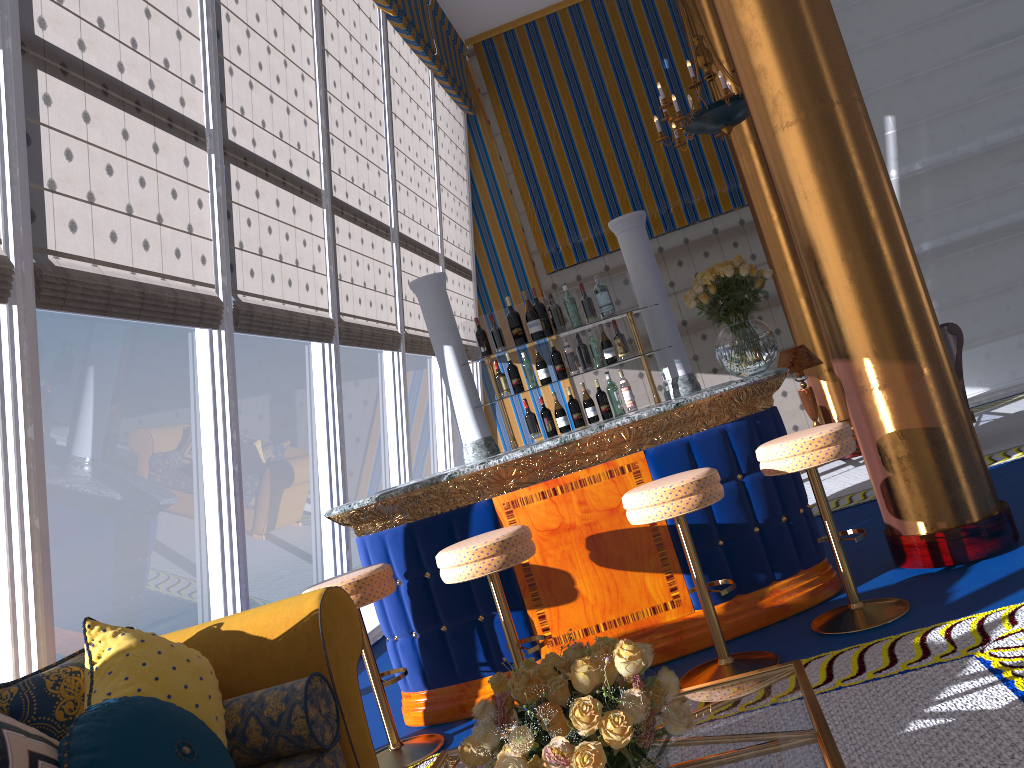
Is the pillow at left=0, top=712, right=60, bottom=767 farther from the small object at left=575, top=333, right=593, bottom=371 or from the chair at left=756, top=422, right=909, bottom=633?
the small object at left=575, top=333, right=593, bottom=371

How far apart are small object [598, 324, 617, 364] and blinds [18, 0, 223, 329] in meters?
2.1

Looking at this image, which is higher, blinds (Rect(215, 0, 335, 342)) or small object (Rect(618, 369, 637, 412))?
blinds (Rect(215, 0, 335, 342))

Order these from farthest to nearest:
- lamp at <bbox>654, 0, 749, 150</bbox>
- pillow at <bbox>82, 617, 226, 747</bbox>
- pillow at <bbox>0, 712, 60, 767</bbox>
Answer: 1. lamp at <bbox>654, 0, 749, 150</bbox>
2. pillow at <bbox>82, 617, 226, 747</bbox>
3. pillow at <bbox>0, 712, 60, 767</bbox>

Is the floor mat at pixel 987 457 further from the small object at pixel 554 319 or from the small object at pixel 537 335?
the small object at pixel 537 335

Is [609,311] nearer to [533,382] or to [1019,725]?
[533,382]

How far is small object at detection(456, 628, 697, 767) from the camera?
1.54m

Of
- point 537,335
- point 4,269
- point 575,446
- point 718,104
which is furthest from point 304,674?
point 718,104

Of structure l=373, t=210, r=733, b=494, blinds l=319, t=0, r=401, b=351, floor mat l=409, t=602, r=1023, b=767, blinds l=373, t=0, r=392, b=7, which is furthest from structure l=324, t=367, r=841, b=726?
blinds l=373, t=0, r=392, b=7

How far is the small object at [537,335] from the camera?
5.1m
